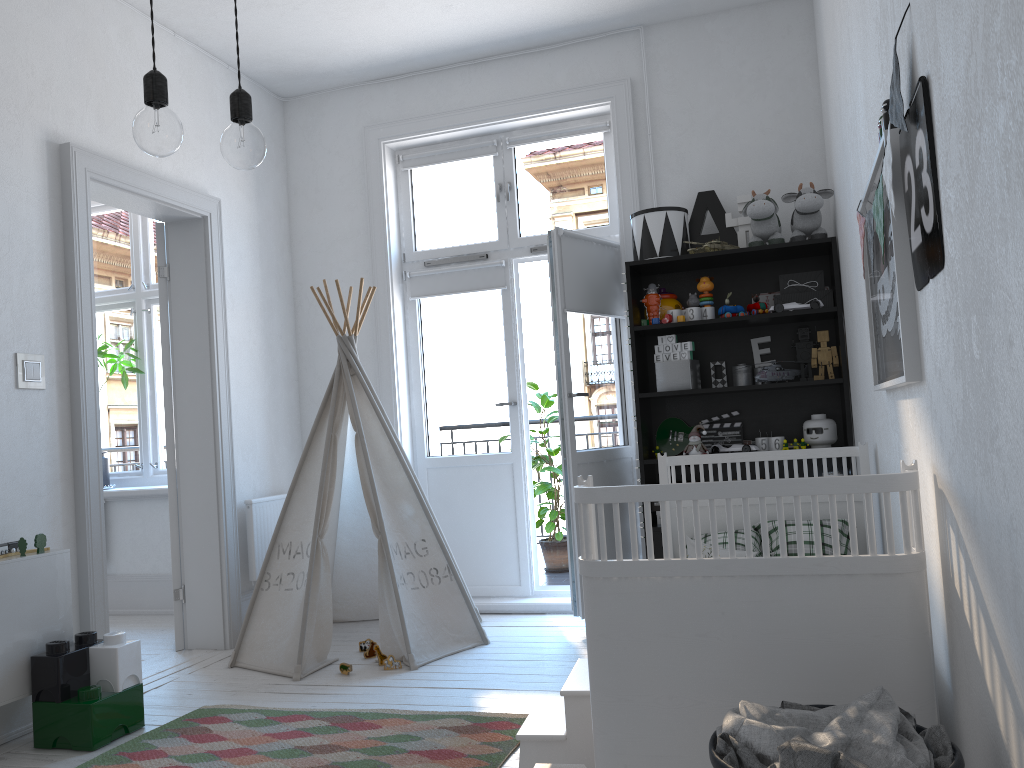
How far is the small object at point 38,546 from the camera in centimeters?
303cm

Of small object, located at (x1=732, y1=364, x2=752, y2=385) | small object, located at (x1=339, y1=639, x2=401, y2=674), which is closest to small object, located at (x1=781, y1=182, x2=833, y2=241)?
small object, located at (x1=732, y1=364, x2=752, y2=385)

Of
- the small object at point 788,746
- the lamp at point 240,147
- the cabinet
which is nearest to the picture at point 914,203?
the small object at point 788,746

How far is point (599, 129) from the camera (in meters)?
4.63

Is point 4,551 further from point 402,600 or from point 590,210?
point 590,210

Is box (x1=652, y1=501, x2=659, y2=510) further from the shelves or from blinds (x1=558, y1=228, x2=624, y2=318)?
blinds (x1=558, y1=228, x2=624, y2=318)

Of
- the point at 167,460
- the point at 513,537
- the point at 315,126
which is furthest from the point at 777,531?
the point at 315,126

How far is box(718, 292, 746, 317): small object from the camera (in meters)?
3.99

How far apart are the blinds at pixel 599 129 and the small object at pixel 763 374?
1.6m

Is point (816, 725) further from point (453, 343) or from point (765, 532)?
point (453, 343)
